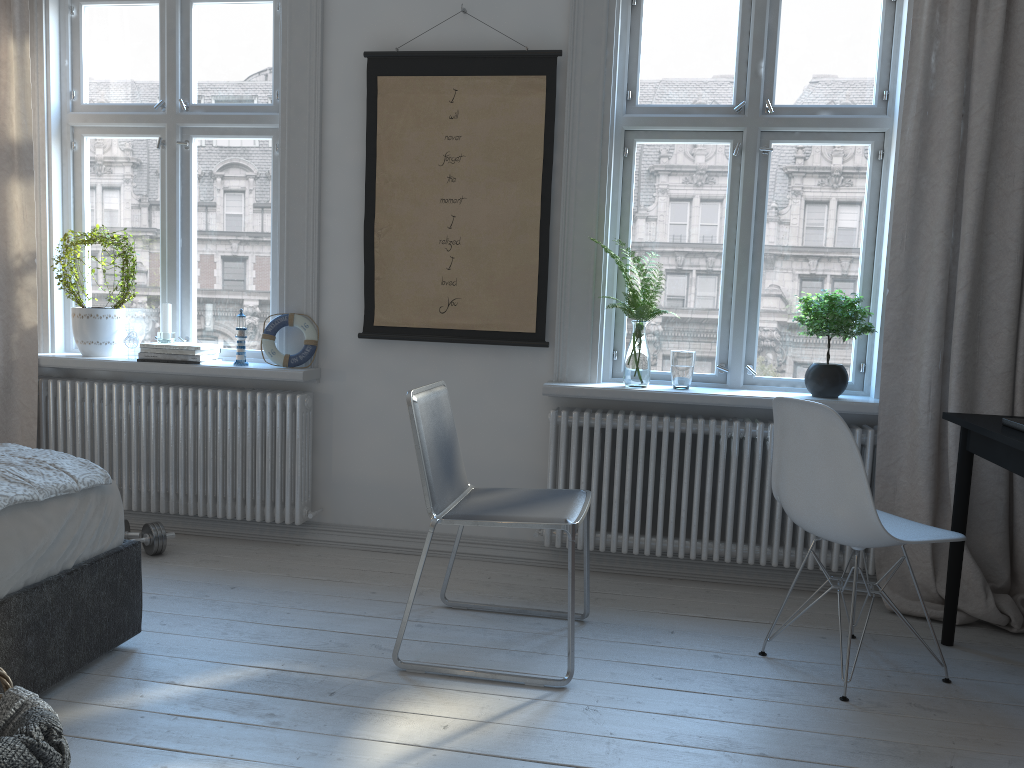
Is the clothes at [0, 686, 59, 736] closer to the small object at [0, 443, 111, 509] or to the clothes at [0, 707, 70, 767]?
the clothes at [0, 707, 70, 767]

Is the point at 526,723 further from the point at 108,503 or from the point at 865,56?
the point at 865,56

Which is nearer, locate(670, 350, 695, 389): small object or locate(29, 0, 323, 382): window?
locate(670, 350, 695, 389): small object

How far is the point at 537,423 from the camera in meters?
3.6 m

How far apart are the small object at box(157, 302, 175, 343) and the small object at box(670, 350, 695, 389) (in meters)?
2.09

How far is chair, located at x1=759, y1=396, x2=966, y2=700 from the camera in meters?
2.4

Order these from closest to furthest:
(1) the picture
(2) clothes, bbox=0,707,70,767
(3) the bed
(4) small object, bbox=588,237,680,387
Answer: (2) clothes, bbox=0,707,70,767
(3) the bed
(4) small object, bbox=588,237,680,387
(1) the picture

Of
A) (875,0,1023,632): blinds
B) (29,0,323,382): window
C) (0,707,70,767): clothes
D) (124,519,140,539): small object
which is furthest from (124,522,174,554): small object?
(875,0,1023,632): blinds

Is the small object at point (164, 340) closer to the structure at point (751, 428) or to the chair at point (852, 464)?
the structure at point (751, 428)

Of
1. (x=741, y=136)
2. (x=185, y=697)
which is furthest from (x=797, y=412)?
(x=185, y=697)
